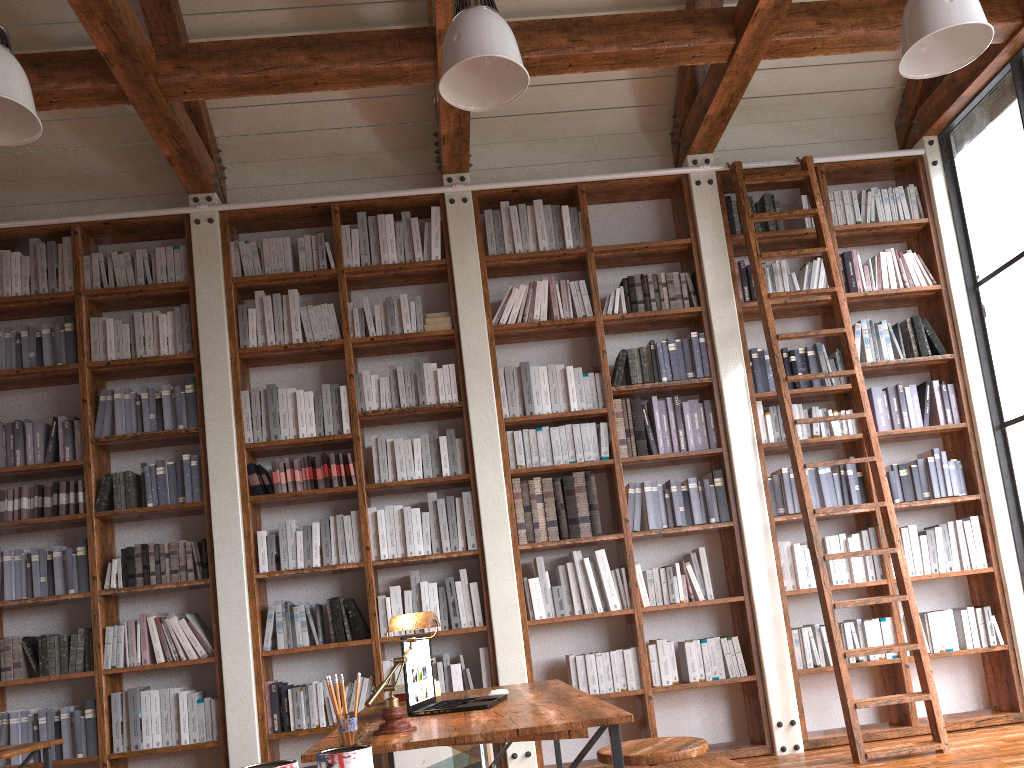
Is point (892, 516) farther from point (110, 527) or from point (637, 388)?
point (110, 527)

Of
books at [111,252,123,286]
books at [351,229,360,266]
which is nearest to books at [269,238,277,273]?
books at [351,229,360,266]

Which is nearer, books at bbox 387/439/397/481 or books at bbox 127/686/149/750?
books at bbox 127/686/149/750

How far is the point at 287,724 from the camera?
4.6 meters

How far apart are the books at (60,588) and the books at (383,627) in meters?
1.7

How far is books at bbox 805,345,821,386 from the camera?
5.4m

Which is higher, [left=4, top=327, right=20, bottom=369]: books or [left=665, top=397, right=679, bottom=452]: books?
[left=4, top=327, right=20, bottom=369]: books

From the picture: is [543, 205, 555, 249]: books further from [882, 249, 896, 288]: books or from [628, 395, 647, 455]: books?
[882, 249, 896, 288]: books

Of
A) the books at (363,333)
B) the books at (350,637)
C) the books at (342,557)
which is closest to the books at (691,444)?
the books at (363,333)

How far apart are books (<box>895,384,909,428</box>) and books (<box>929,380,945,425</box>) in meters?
0.2 m
